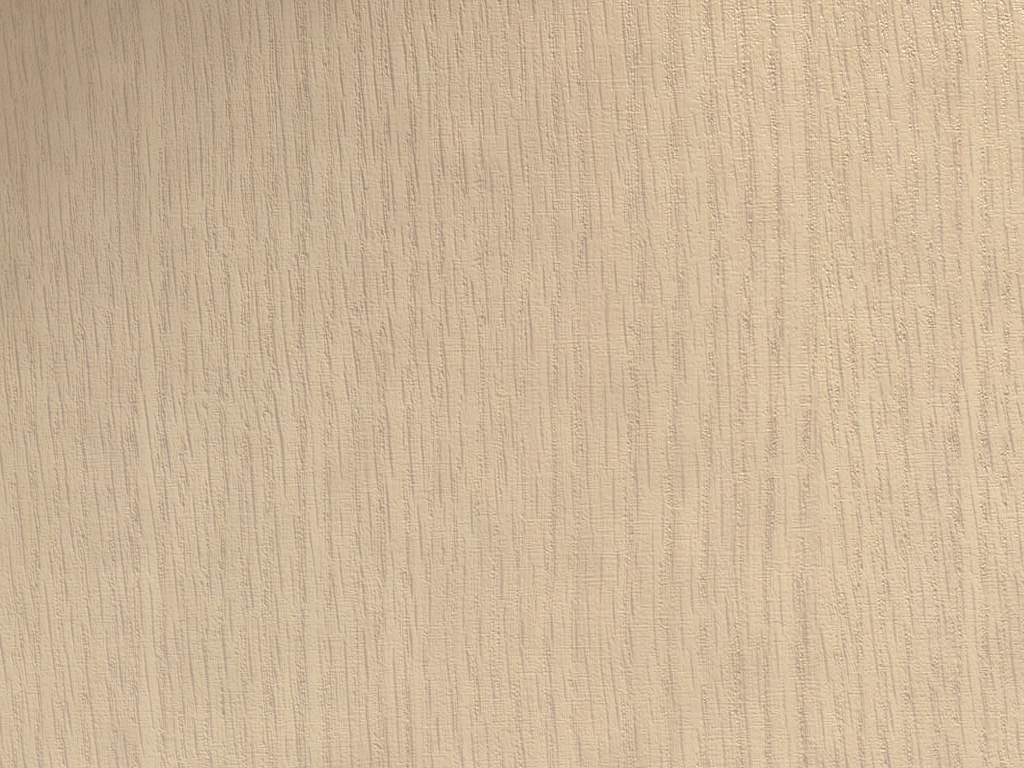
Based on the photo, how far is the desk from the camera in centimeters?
10cm

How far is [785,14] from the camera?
0.10m

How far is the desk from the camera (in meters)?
0.10
